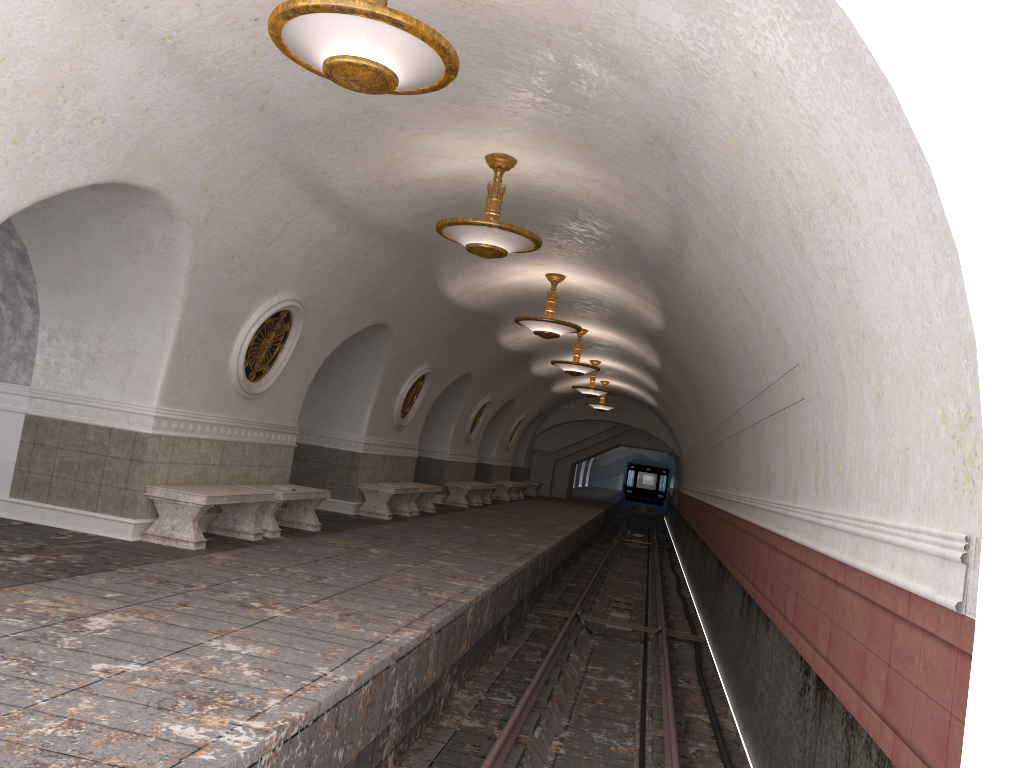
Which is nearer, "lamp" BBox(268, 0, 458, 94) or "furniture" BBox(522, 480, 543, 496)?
"lamp" BBox(268, 0, 458, 94)

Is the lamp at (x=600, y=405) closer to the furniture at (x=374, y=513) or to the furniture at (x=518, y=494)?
the furniture at (x=518, y=494)

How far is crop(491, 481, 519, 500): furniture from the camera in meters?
25.7

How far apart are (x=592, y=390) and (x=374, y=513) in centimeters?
943cm

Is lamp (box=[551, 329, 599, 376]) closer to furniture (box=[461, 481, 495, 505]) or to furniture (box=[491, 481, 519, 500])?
furniture (box=[461, 481, 495, 505])

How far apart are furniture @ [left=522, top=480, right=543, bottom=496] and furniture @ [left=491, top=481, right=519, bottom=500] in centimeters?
499cm

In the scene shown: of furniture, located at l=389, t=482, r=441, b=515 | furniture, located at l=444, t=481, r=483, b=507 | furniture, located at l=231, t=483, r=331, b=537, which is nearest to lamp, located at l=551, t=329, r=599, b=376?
furniture, located at l=389, t=482, r=441, b=515

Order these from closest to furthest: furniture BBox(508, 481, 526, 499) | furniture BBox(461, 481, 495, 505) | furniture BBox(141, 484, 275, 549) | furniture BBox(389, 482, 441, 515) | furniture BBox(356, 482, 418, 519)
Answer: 1. furniture BBox(141, 484, 275, 549)
2. furniture BBox(356, 482, 418, 519)
3. furniture BBox(389, 482, 441, 515)
4. furniture BBox(461, 481, 495, 505)
5. furniture BBox(508, 481, 526, 499)

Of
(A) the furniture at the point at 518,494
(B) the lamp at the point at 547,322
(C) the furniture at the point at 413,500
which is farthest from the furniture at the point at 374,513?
(A) the furniture at the point at 518,494

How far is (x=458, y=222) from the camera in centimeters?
786cm
